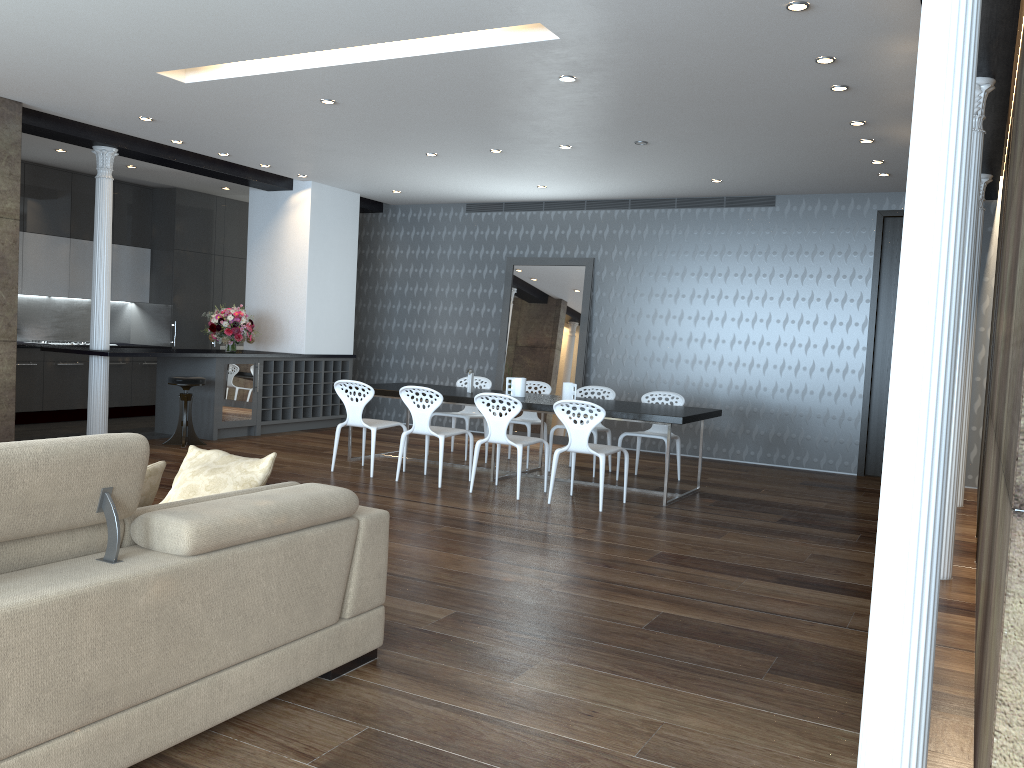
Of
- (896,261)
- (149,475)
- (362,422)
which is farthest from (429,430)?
(896,261)

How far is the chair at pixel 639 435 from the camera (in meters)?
8.15

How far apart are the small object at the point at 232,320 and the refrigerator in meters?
0.3 m

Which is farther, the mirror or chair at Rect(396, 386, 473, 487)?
the mirror

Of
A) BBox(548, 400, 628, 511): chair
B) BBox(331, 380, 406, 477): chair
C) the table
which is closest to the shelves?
the table

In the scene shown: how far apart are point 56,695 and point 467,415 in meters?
6.9 m

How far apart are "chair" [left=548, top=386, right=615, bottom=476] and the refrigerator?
3.98m

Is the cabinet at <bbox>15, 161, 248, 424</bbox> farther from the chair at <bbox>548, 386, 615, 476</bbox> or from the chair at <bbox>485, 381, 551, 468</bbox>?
the chair at <bbox>548, 386, 615, 476</bbox>

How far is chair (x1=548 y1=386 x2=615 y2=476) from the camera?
8.5m

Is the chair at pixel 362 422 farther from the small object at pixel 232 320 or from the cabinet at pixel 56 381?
the cabinet at pixel 56 381
